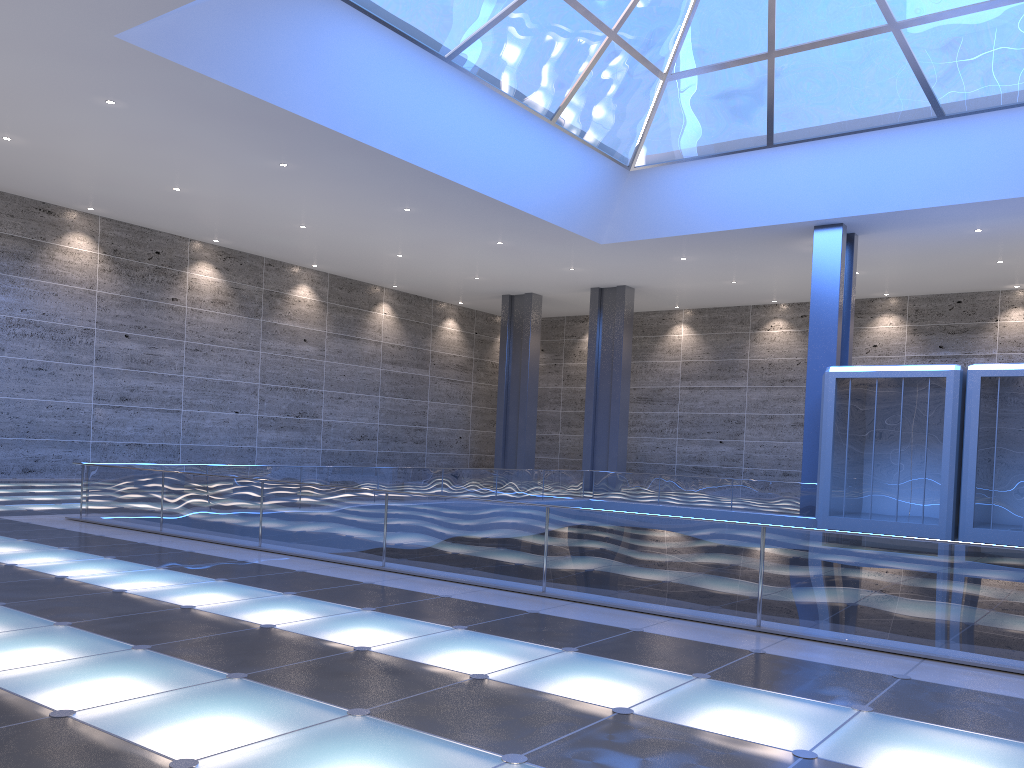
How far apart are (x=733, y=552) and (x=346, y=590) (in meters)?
4.30
